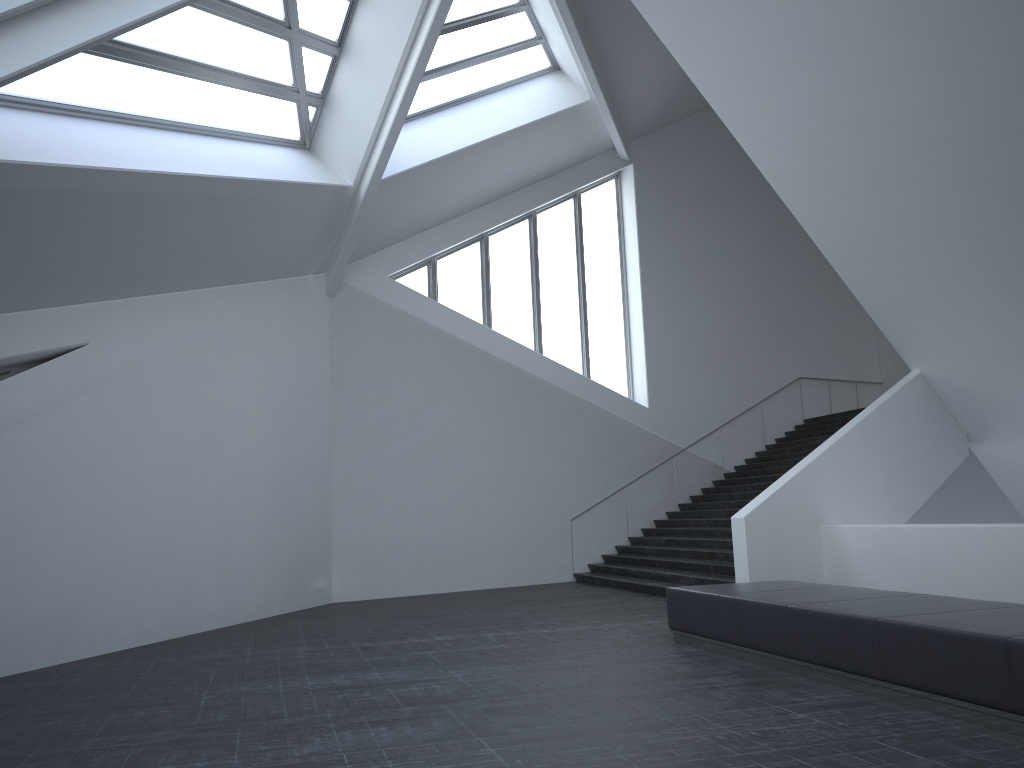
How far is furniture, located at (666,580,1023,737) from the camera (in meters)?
5.42

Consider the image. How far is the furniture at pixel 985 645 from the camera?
5.4m

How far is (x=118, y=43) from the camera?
9.8 meters

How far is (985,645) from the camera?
5.4m
